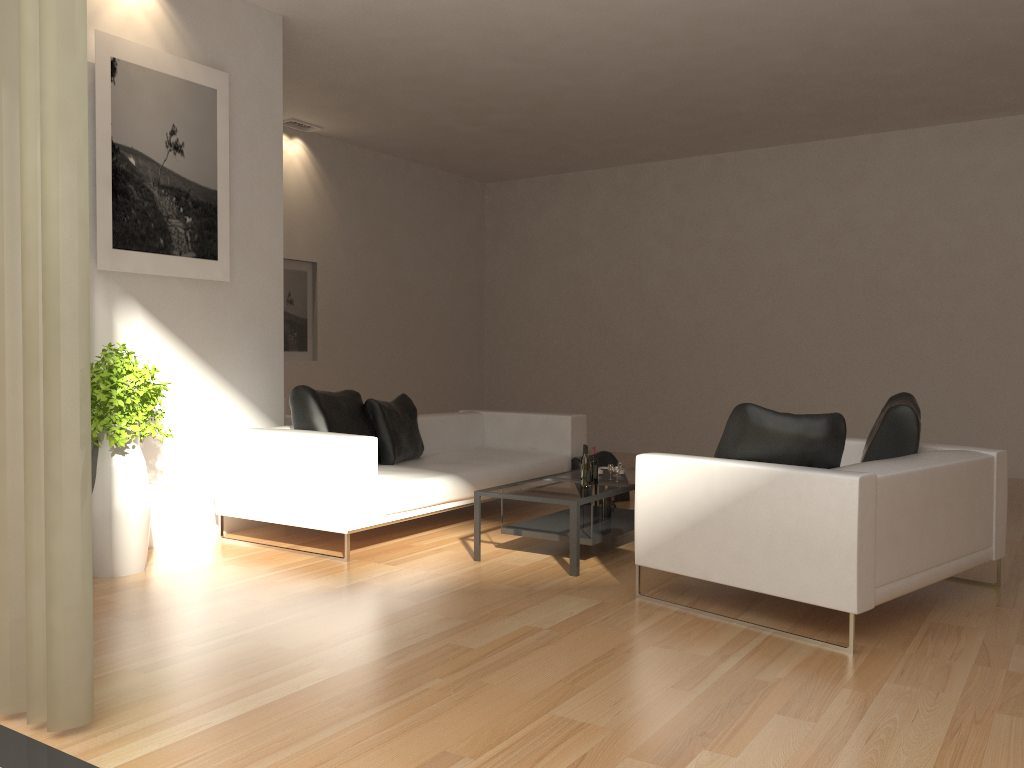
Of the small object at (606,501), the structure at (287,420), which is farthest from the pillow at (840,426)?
the structure at (287,420)

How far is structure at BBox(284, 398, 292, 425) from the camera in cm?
729

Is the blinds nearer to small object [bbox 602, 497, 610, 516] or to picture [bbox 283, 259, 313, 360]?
small object [bbox 602, 497, 610, 516]

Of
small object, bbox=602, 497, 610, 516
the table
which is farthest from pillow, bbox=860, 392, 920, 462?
small object, bbox=602, 497, 610, 516

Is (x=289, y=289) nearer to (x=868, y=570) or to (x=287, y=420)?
(x=287, y=420)

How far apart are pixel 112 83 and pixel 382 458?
3.01m

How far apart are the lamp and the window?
7.9 meters

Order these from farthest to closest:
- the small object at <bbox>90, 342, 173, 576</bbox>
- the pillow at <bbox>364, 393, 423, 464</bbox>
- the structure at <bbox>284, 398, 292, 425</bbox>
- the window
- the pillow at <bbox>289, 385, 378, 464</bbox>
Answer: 1. the structure at <bbox>284, 398, 292, 425</bbox>
2. the pillow at <bbox>364, 393, 423, 464</bbox>
3. the pillow at <bbox>289, 385, 378, 464</bbox>
4. the small object at <bbox>90, 342, 173, 576</bbox>
5. the window

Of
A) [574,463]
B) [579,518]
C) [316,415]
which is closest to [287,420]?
[316,415]

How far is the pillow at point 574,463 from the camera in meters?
7.5 m
